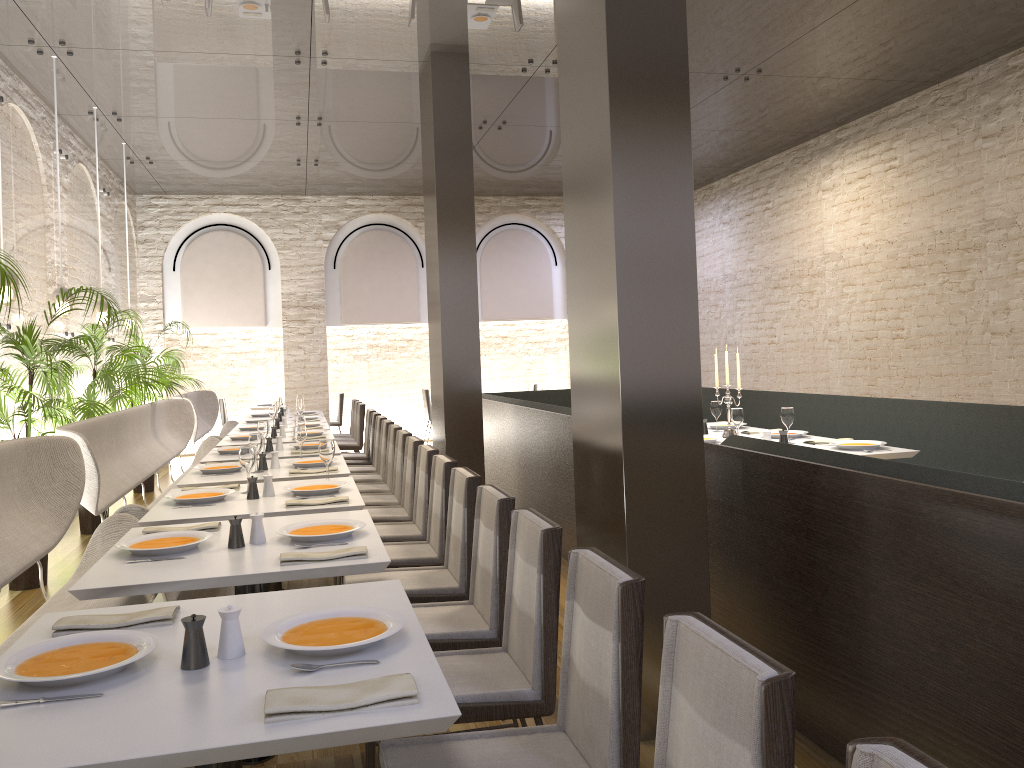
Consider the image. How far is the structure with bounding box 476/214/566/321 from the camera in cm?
1369

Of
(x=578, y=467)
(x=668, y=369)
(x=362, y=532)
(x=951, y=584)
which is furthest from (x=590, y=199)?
(x=951, y=584)

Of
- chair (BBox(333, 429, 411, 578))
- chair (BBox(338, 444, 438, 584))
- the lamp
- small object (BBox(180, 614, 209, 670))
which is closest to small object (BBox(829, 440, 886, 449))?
chair (BBox(338, 444, 438, 584))

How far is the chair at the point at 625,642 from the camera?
1.9m

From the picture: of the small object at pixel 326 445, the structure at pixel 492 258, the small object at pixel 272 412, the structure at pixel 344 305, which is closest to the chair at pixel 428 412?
the structure at pixel 344 305

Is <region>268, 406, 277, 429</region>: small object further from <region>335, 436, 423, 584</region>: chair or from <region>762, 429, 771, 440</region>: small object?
<region>762, 429, 771, 440</region>: small object

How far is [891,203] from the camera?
9.3m

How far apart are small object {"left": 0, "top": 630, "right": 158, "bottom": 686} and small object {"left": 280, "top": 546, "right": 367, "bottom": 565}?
0.8m

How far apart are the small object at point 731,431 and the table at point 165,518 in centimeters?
276cm

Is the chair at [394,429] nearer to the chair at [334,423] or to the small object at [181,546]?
the small object at [181,546]
